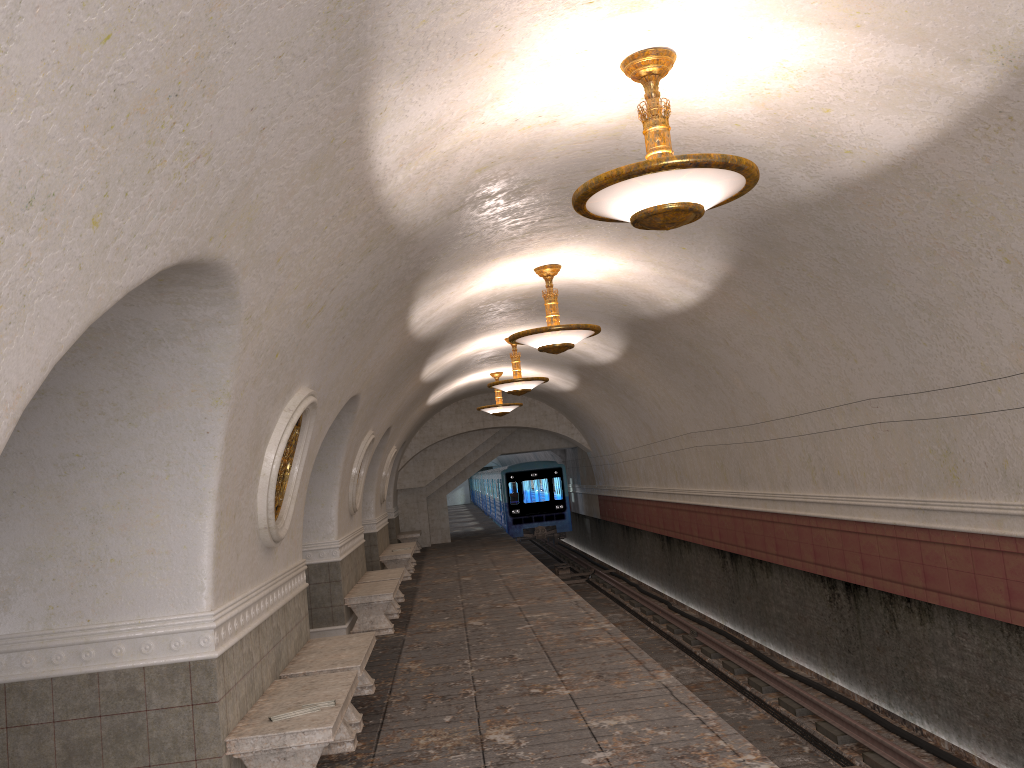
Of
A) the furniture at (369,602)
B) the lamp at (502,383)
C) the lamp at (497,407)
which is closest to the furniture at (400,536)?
the lamp at (497,407)

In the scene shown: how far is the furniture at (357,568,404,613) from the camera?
13.0 meters

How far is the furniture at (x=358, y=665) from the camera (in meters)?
6.74

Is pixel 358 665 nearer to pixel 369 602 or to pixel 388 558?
pixel 369 602

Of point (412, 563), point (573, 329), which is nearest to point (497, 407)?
point (412, 563)

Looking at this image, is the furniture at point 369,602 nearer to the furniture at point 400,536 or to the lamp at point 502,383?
the lamp at point 502,383

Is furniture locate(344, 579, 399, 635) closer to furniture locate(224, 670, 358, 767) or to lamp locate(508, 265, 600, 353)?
lamp locate(508, 265, 600, 353)

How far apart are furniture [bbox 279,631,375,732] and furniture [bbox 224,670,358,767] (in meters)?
0.29

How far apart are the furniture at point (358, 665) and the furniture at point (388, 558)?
9.0 meters

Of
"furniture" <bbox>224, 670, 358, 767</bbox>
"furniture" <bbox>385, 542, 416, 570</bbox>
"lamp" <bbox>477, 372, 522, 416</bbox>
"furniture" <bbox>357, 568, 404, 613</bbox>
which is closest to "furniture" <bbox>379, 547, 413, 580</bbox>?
"furniture" <bbox>385, 542, 416, 570</bbox>
